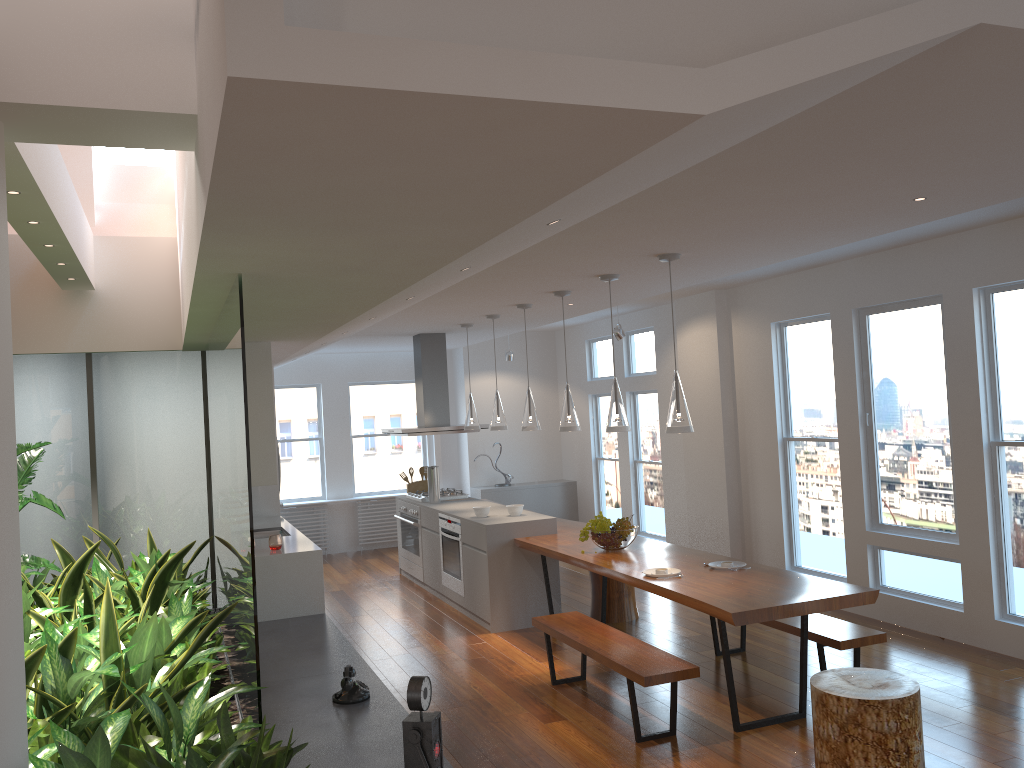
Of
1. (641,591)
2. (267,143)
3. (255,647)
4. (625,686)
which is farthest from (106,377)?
(267,143)

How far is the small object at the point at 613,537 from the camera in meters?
6.0

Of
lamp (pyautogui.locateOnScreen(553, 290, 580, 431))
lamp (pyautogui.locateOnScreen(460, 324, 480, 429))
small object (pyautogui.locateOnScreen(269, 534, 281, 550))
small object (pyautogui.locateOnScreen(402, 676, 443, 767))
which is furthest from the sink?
small object (pyautogui.locateOnScreen(402, 676, 443, 767))

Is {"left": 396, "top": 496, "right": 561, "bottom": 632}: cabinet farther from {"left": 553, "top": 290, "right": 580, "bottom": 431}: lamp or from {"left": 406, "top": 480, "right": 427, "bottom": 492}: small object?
{"left": 553, "top": 290, "right": 580, "bottom": 431}: lamp

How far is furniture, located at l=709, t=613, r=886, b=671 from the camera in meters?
4.8 m

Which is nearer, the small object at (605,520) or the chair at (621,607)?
the small object at (605,520)

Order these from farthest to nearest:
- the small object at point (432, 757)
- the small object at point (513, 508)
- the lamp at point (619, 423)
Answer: the small object at point (513, 508) → the lamp at point (619, 423) → the small object at point (432, 757)

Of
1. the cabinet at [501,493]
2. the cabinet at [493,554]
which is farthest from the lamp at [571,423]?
the cabinet at [501,493]

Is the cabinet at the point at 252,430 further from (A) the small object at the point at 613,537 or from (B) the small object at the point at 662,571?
(B) the small object at the point at 662,571

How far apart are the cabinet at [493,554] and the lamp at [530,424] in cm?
74
